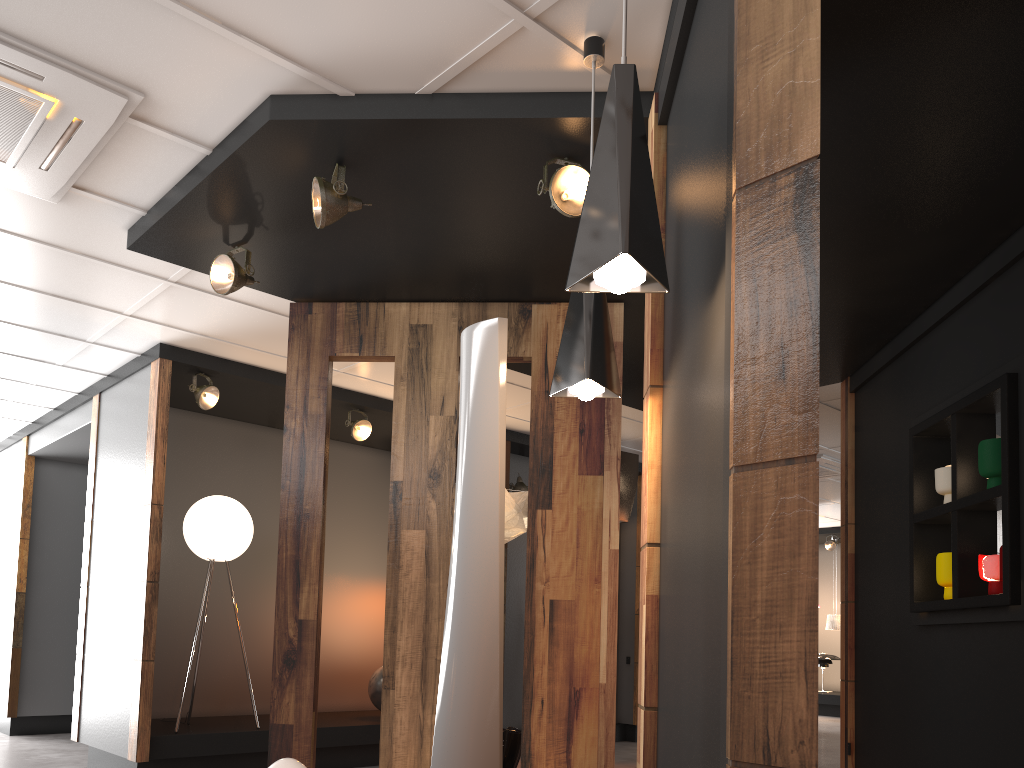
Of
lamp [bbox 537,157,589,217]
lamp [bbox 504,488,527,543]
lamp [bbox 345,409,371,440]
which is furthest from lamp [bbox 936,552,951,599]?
lamp [bbox 345,409,371,440]

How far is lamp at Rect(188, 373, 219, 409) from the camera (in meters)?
6.20

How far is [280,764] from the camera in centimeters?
303cm

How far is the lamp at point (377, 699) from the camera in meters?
7.1 m

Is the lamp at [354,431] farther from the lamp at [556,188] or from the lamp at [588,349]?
the lamp at [588,349]

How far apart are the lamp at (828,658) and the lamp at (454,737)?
12.9m

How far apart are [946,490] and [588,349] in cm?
262

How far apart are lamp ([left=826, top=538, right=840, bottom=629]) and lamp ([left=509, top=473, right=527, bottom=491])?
7.9 meters

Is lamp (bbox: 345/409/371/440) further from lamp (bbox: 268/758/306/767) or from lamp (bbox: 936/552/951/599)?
lamp (bbox: 936/552/951/599)

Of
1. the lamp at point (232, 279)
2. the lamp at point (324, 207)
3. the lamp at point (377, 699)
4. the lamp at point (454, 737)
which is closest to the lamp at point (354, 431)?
the lamp at point (377, 699)
